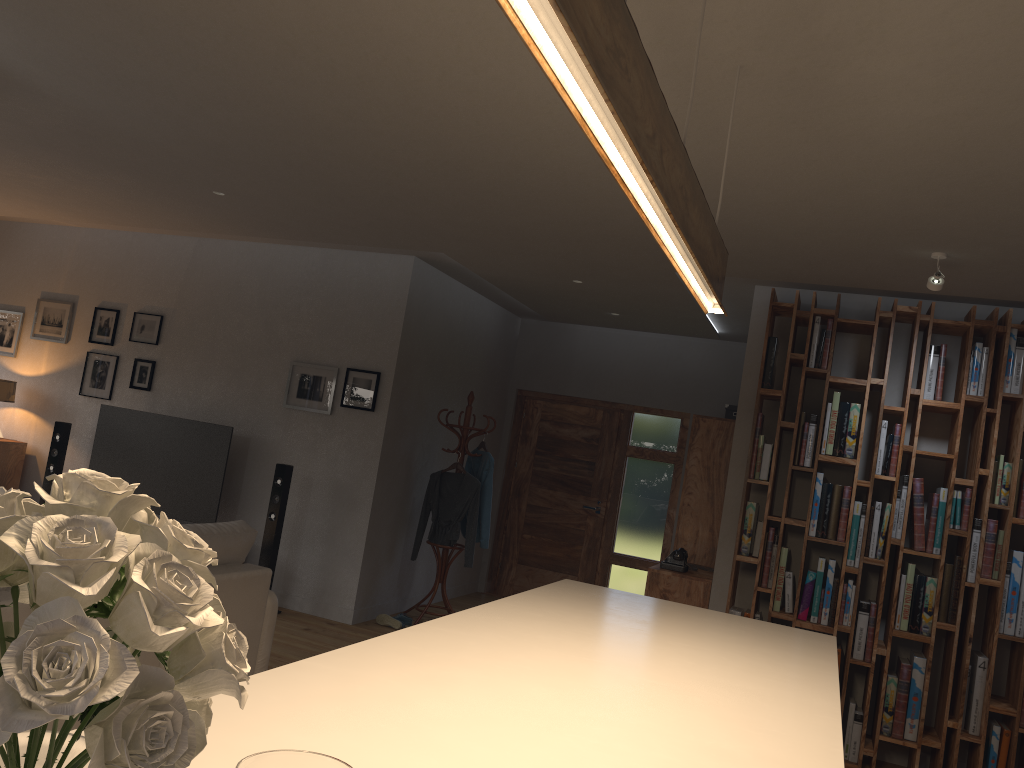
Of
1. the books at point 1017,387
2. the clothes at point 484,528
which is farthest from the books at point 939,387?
the clothes at point 484,528

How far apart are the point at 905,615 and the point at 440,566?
3.49m

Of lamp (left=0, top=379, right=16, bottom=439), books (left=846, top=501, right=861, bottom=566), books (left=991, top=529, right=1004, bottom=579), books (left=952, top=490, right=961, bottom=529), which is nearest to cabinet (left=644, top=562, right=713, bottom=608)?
books (left=846, top=501, right=861, bottom=566)

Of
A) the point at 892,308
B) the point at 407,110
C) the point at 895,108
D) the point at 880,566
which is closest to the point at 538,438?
the point at 880,566

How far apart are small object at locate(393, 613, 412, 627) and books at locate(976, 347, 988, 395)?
4.23m

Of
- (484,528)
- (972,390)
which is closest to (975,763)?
(972,390)

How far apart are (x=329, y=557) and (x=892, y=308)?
4.3m

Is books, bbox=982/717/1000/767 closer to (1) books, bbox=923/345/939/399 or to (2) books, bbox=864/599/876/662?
(2) books, bbox=864/599/876/662

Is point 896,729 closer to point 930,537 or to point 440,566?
point 930,537

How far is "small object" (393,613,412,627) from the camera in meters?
6.7 m
